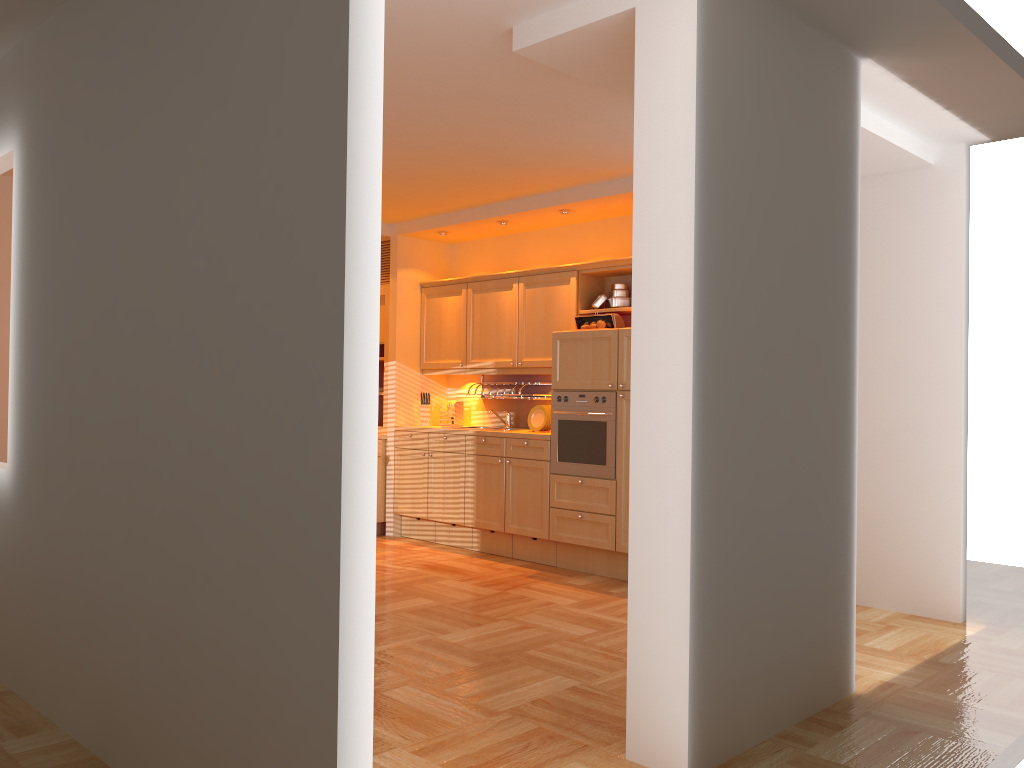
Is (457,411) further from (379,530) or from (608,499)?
(608,499)

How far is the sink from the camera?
7.3 meters

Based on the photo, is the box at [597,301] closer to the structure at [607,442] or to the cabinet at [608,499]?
the cabinet at [608,499]

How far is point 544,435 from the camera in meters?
6.4

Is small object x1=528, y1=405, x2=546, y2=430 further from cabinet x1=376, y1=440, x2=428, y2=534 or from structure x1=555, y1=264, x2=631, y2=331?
cabinet x1=376, y1=440, x2=428, y2=534

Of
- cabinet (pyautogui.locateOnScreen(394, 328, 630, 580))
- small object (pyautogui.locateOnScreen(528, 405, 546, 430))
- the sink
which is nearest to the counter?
cabinet (pyautogui.locateOnScreen(394, 328, 630, 580))

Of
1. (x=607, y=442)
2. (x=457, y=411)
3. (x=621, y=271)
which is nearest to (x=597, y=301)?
(x=621, y=271)

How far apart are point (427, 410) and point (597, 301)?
2.0 meters

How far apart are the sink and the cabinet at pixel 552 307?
0.52m

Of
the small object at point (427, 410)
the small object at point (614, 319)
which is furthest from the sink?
the small object at point (614, 319)
